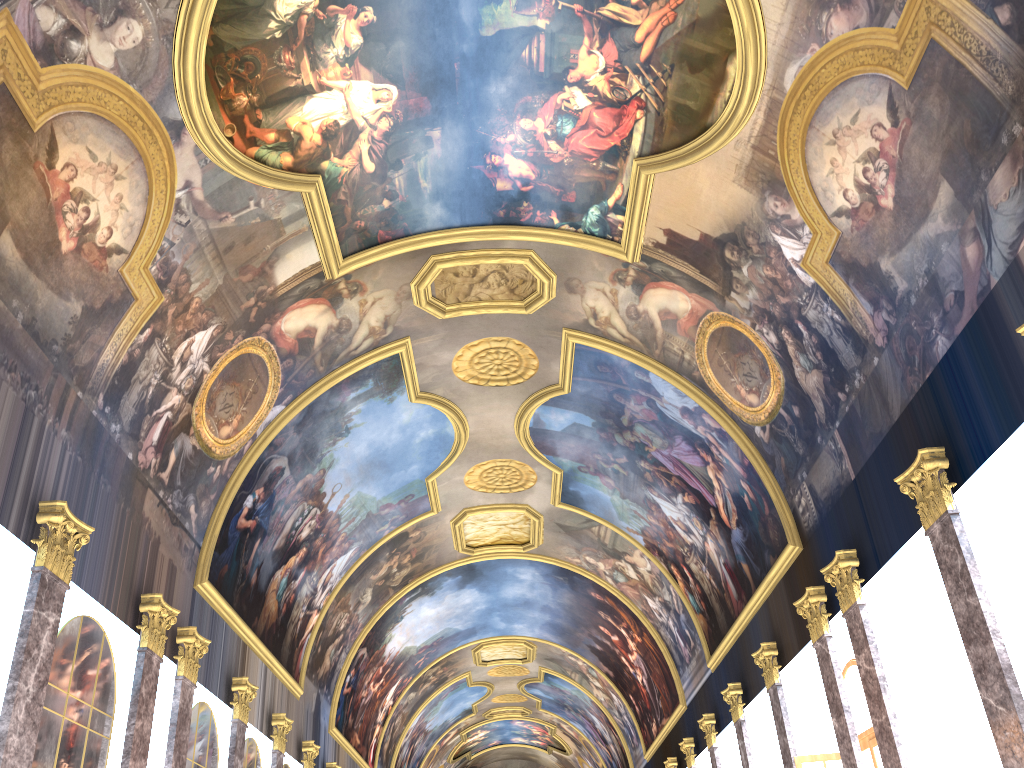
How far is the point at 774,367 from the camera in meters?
16.0
